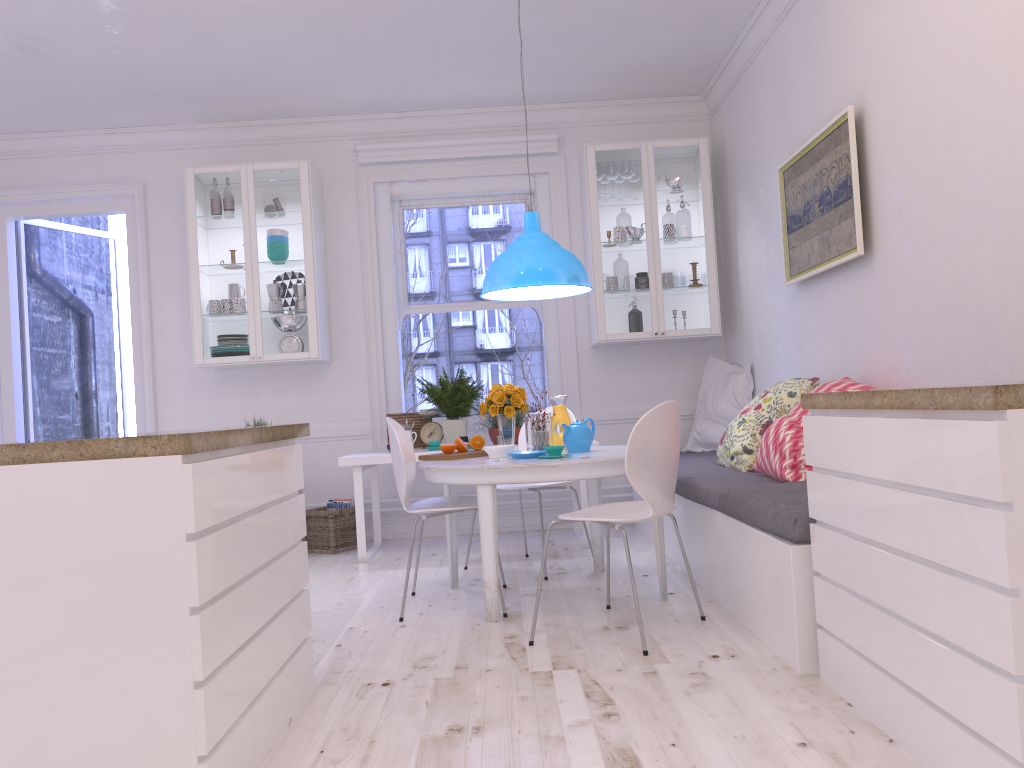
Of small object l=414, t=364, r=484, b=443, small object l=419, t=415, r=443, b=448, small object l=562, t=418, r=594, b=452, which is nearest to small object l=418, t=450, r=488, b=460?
small object l=562, t=418, r=594, b=452

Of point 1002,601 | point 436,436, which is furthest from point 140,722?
point 436,436

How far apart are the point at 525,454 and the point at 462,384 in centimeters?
180cm

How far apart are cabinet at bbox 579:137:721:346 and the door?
3.2m

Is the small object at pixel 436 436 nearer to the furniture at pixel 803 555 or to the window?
the window

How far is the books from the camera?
5.8m

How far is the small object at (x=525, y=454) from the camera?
3.8 meters

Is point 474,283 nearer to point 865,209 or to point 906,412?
point 865,209

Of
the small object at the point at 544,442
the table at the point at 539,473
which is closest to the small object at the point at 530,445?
the small object at the point at 544,442

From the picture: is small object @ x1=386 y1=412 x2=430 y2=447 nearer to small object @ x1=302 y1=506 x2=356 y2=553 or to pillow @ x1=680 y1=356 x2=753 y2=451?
small object @ x1=302 y1=506 x2=356 y2=553
